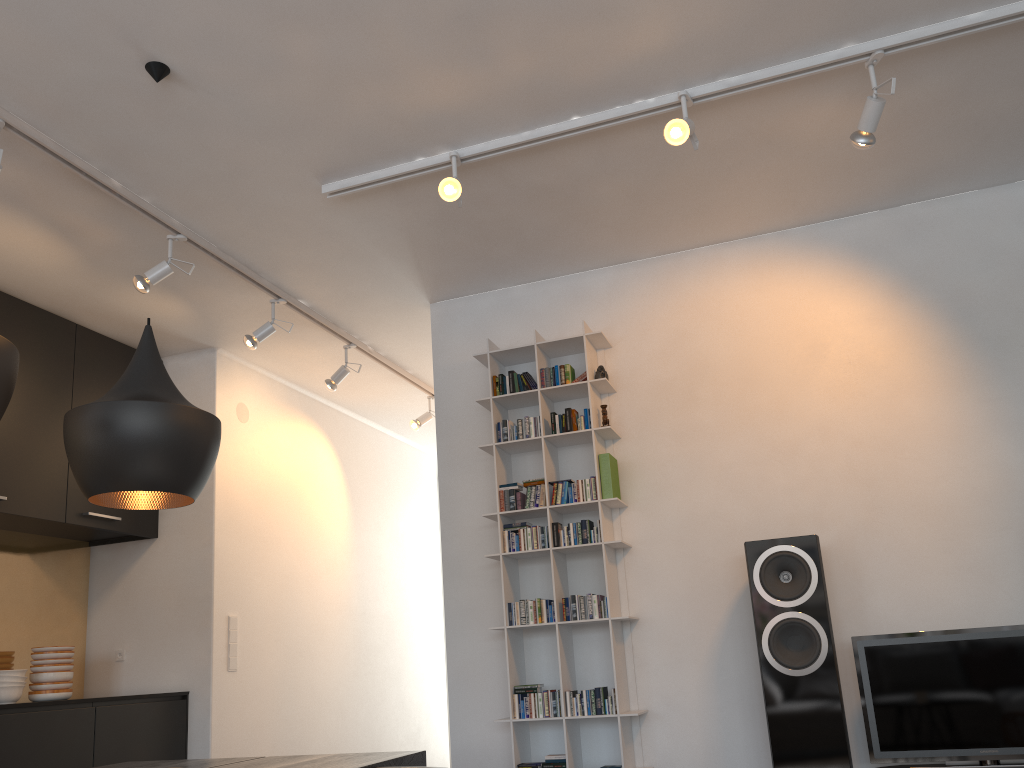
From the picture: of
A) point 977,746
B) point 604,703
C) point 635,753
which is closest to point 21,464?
point 604,703

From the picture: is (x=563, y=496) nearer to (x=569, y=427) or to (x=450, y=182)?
(x=569, y=427)

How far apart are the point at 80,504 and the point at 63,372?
0.67m

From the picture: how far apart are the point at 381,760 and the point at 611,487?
1.9m

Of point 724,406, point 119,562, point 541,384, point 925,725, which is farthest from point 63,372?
point 925,725

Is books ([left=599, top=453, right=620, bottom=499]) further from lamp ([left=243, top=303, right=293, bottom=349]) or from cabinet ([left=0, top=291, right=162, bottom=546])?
cabinet ([left=0, top=291, right=162, bottom=546])

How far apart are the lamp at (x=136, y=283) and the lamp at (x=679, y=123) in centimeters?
214cm

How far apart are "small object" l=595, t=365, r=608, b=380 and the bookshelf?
0.0 meters

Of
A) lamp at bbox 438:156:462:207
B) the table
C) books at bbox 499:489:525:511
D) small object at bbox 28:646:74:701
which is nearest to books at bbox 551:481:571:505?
books at bbox 499:489:525:511

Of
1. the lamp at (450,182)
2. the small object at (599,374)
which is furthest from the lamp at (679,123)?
the small object at (599,374)
